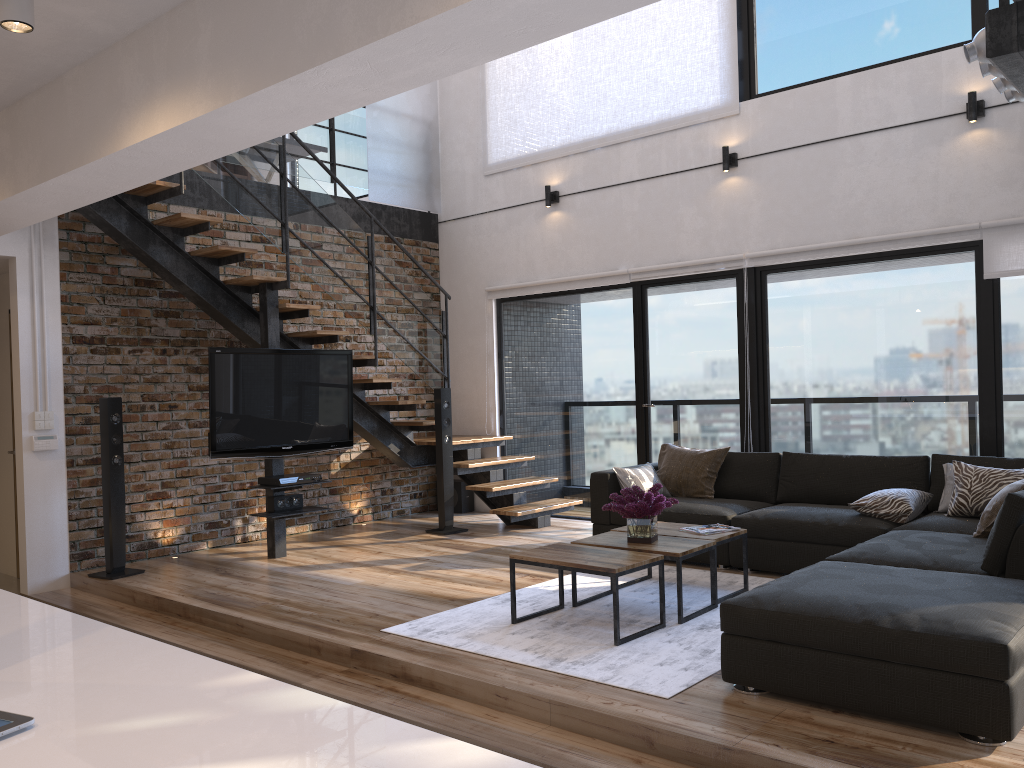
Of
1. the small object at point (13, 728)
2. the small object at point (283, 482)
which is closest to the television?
the small object at point (283, 482)

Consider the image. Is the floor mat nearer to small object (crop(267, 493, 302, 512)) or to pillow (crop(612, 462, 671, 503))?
pillow (crop(612, 462, 671, 503))

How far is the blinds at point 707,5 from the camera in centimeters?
690cm

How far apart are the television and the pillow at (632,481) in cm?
207

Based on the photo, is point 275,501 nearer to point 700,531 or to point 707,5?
point 700,531

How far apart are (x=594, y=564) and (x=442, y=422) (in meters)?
3.42

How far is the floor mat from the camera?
3.6m

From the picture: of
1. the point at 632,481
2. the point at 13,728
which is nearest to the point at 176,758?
the point at 13,728

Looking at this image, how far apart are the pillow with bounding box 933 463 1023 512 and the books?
1.3 meters

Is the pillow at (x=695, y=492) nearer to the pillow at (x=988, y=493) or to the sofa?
the sofa
